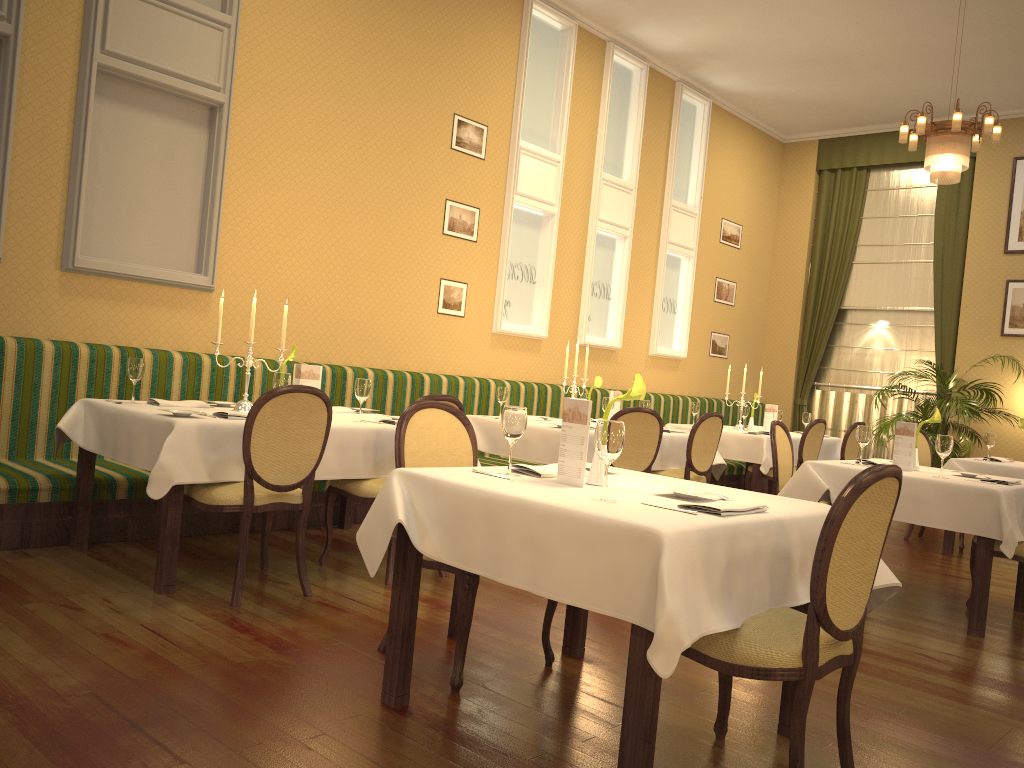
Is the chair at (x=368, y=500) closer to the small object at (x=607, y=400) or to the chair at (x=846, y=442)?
the small object at (x=607, y=400)

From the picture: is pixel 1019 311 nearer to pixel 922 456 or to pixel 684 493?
pixel 922 456

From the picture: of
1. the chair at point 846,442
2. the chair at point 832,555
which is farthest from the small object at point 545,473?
the chair at point 846,442

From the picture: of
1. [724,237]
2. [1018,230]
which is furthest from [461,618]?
[1018,230]

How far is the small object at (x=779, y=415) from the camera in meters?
8.3

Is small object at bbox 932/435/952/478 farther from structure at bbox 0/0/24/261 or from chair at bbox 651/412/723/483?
structure at bbox 0/0/24/261

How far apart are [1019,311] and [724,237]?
3.3m

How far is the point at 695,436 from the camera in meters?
6.3

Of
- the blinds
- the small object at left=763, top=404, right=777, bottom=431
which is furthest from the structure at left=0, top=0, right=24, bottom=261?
the blinds

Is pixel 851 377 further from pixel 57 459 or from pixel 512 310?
pixel 57 459
